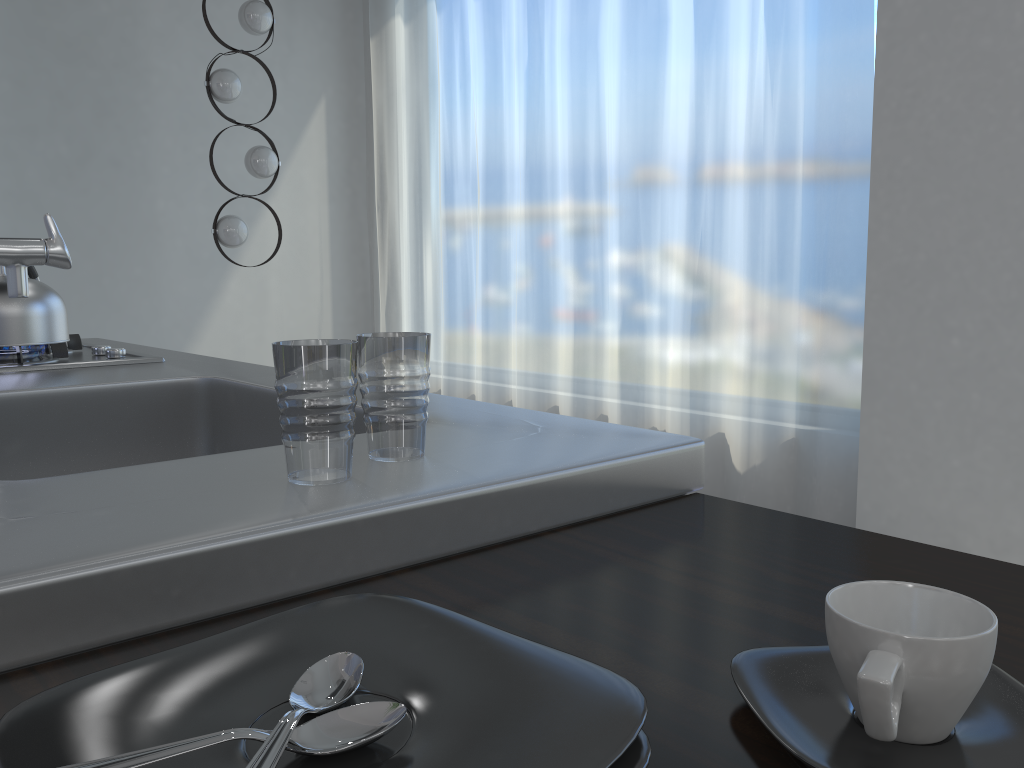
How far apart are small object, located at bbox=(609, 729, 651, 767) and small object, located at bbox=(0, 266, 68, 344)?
1.68m

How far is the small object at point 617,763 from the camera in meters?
0.4

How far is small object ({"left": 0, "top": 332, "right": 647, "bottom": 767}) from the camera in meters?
0.4

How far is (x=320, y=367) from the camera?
0.7m

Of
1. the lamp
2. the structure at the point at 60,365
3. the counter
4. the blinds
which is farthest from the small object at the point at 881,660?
the lamp

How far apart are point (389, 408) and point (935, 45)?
2.58m

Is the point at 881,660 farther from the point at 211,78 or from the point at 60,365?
the point at 211,78

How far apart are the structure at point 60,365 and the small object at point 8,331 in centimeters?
1cm

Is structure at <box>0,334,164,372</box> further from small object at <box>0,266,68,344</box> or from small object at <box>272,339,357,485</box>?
small object at <box>272,339,357,485</box>

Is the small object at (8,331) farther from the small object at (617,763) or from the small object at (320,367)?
the small object at (617,763)
